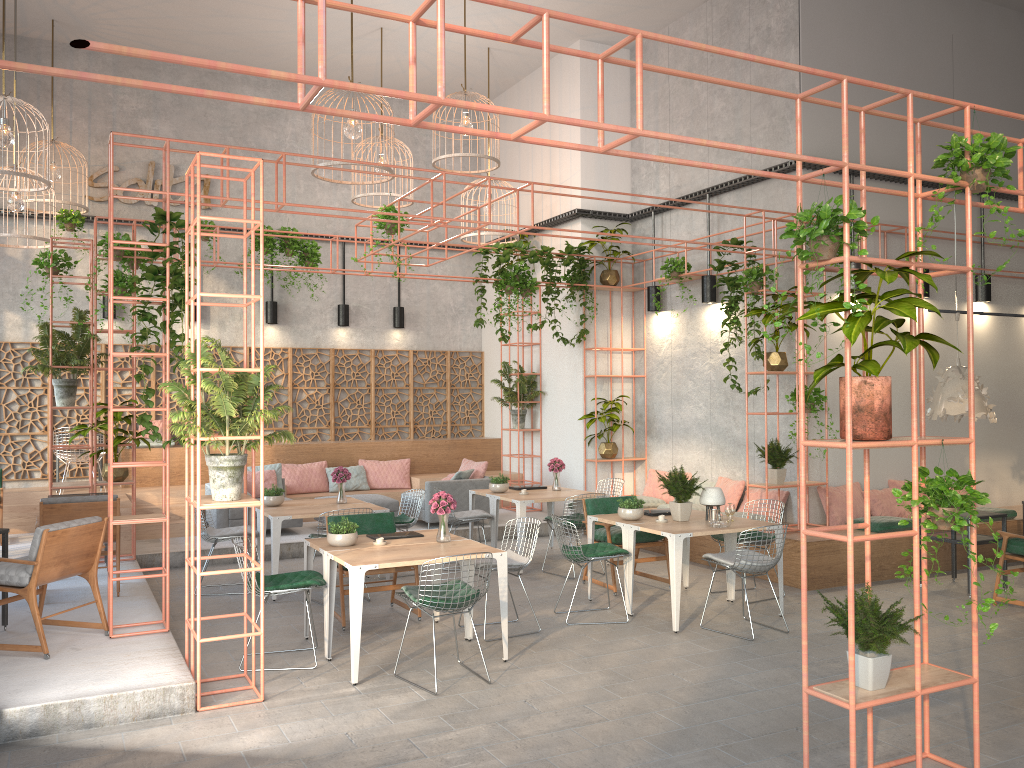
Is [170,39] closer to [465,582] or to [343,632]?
[343,632]

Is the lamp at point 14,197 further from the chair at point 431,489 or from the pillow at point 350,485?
the chair at point 431,489

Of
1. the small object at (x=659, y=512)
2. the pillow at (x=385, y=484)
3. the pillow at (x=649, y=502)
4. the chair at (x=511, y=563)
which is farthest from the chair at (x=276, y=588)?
the pillow at (x=385, y=484)

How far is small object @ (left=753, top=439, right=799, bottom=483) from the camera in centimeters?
980cm

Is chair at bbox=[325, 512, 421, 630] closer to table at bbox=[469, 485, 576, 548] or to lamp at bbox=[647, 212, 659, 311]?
table at bbox=[469, 485, 576, 548]

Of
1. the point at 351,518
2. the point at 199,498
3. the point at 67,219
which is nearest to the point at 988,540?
the point at 351,518

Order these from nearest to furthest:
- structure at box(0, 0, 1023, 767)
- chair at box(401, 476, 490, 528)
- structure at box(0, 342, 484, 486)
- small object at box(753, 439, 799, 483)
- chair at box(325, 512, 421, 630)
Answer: structure at box(0, 0, 1023, 767)
chair at box(325, 512, 421, 630)
small object at box(753, 439, 799, 483)
chair at box(401, 476, 490, 528)
structure at box(0, 342, 484, 486)

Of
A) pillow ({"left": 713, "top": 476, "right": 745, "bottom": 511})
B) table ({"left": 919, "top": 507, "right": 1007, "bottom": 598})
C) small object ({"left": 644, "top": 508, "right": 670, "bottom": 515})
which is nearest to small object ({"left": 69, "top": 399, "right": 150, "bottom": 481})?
small object ({"left": 644, "top": 508, "right": 670, "bottom": 515})

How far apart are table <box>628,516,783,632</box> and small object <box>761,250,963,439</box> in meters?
3.0 m

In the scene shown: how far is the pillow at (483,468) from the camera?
12.8 meters
